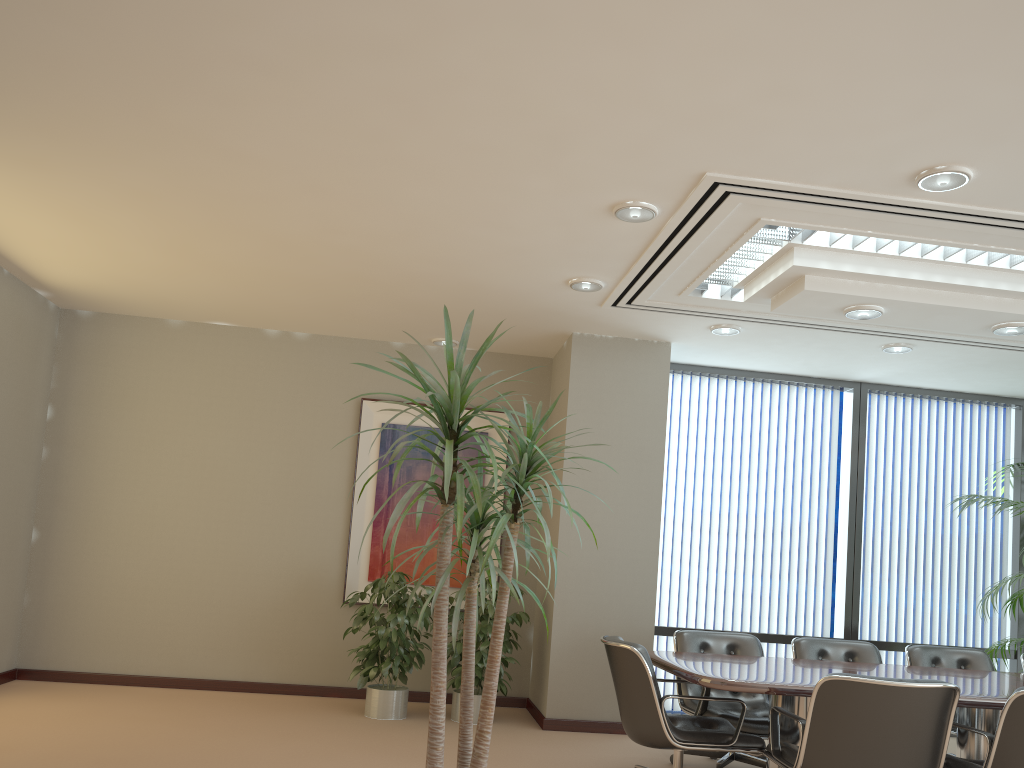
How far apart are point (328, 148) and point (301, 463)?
3.85m

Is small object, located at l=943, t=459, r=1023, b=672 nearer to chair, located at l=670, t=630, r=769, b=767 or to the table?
the table

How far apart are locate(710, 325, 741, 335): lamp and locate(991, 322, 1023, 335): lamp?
1.7m

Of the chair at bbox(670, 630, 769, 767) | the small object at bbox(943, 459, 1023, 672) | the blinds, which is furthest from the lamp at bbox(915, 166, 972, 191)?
the small object at bbox(943, 459, 1023, 672)

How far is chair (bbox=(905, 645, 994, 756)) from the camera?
6.1 meters

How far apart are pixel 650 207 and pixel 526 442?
2.17m

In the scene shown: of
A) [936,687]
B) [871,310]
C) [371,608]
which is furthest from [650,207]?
[371,608]

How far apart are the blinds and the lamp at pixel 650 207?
3.4 meters

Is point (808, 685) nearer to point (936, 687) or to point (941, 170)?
point (936, 687)

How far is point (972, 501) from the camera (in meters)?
7.36
